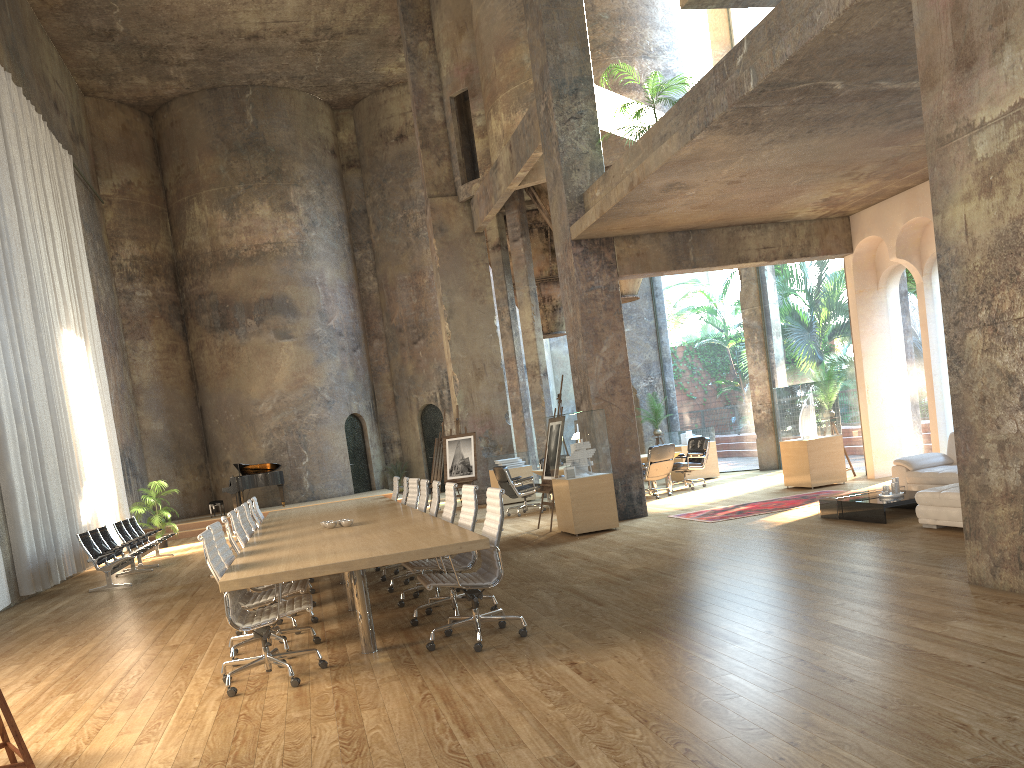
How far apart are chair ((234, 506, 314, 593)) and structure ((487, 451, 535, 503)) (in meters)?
8.93

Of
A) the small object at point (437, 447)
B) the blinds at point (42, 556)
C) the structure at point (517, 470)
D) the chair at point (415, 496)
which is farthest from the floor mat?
the blinds at point (42, 556)

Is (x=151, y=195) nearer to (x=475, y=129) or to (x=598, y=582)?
(x=475, y=129)

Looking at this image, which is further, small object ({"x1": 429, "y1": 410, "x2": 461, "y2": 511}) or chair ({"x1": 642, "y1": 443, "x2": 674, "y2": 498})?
small object ({"x1": 429, "y1": 410, "x2": 461, "y2": 511})

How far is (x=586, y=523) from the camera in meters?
10.9

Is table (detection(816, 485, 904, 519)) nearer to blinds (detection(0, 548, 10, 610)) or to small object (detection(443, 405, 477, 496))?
small object (detection(443, 405, 477, 496))

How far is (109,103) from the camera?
24.12m

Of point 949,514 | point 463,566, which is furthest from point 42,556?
point 949,514

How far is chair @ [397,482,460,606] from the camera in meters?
7.6 m

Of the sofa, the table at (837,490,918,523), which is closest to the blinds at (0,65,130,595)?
the table at (837,490,918,523)
